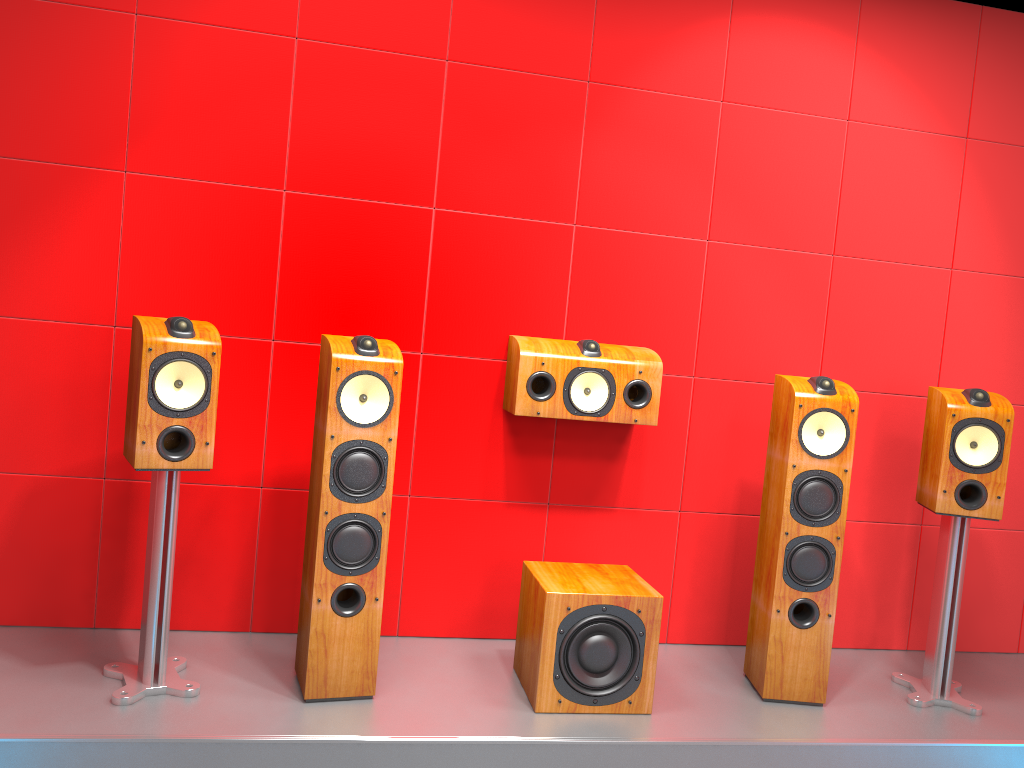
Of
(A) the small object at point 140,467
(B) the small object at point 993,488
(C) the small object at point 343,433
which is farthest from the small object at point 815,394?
(A) the small object at point 140,467

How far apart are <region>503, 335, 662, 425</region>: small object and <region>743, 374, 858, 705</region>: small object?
0.39m

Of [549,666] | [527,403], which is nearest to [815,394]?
[527,403]

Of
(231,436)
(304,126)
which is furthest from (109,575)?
(304,126)

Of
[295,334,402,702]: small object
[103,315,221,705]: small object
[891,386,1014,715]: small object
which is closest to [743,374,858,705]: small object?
[891,386,1014,715]: small object

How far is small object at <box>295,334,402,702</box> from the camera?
2.5 meters

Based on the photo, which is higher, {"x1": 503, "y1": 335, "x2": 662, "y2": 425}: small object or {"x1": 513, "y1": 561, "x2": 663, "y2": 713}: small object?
{"x1": 503, "y1": 335, "x2": 662, "y2": 425}: small object

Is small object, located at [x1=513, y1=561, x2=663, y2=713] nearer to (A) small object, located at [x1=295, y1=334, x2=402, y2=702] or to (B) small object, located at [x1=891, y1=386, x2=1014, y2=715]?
(A) small object, located at [x1=295, y1=334, x2=402, y2=702]

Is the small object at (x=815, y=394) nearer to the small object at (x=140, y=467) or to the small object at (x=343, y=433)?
the small object at (x=343, y=433)

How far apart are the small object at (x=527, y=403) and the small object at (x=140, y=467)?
0.9 meters
